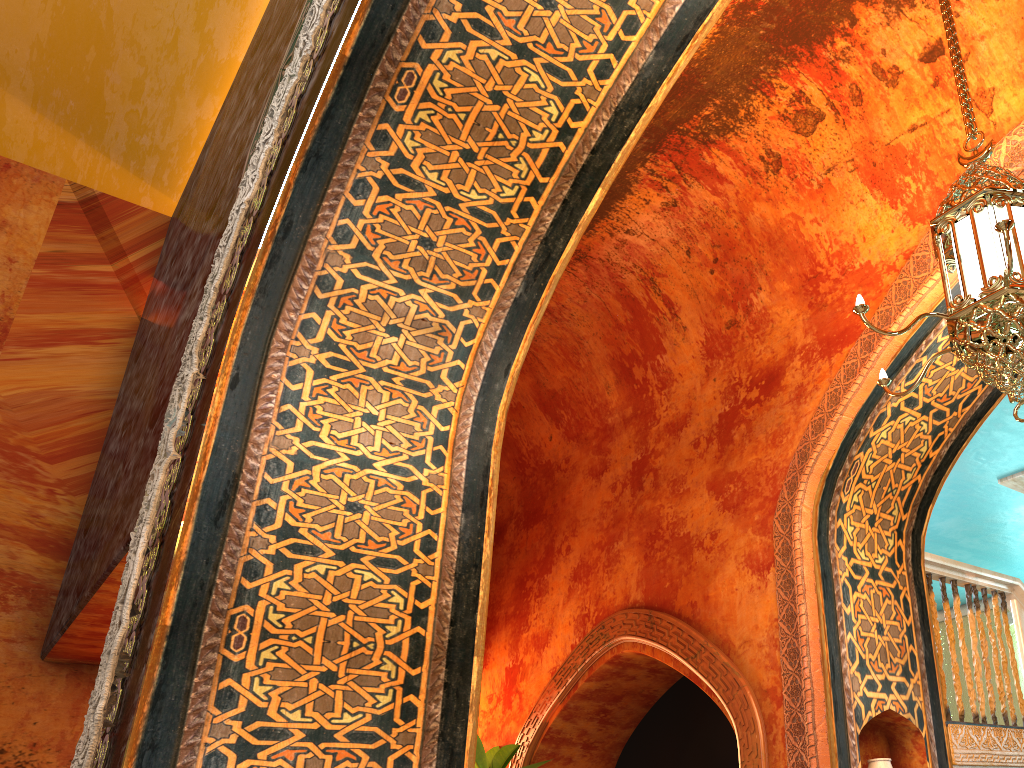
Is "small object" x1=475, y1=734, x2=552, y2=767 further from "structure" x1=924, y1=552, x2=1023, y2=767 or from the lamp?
the lamp

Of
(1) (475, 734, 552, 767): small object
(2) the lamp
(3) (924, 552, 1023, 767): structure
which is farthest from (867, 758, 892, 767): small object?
(1) (475, 734, 552, 767): small object

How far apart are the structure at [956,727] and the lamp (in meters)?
2.22

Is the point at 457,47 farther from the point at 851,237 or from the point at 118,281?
the point at 118,281

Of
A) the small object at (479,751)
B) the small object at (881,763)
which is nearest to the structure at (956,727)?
the small object at (881,763)

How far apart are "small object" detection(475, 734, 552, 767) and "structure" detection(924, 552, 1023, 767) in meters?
3.1 m

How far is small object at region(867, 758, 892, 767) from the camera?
4.5 meters

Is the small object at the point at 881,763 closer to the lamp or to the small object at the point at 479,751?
the lamp

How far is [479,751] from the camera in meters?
6.4

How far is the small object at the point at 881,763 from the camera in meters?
4.5
